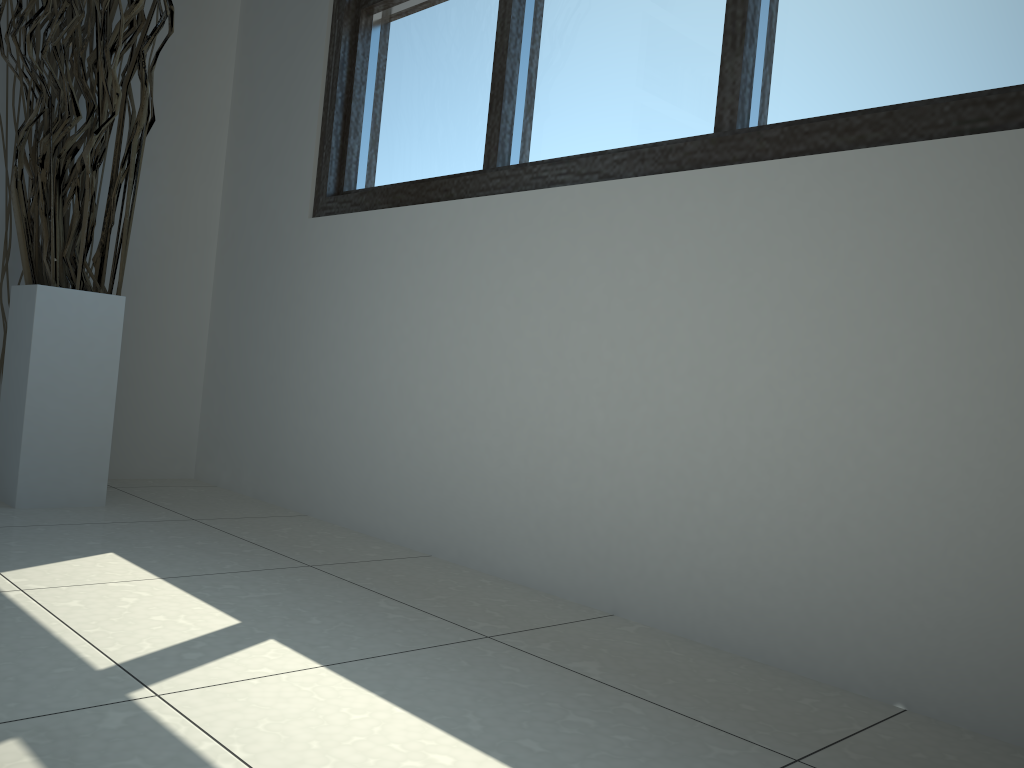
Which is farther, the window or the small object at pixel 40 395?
the small object at pixel 40 395

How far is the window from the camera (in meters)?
1.29

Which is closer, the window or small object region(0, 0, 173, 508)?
the window

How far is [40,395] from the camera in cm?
199

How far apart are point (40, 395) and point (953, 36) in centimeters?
192cm

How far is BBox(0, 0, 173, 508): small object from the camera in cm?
199

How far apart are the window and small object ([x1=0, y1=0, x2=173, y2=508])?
0.4 meters

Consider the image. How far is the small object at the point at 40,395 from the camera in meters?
2.0 m

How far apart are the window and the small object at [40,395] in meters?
0.4 m
